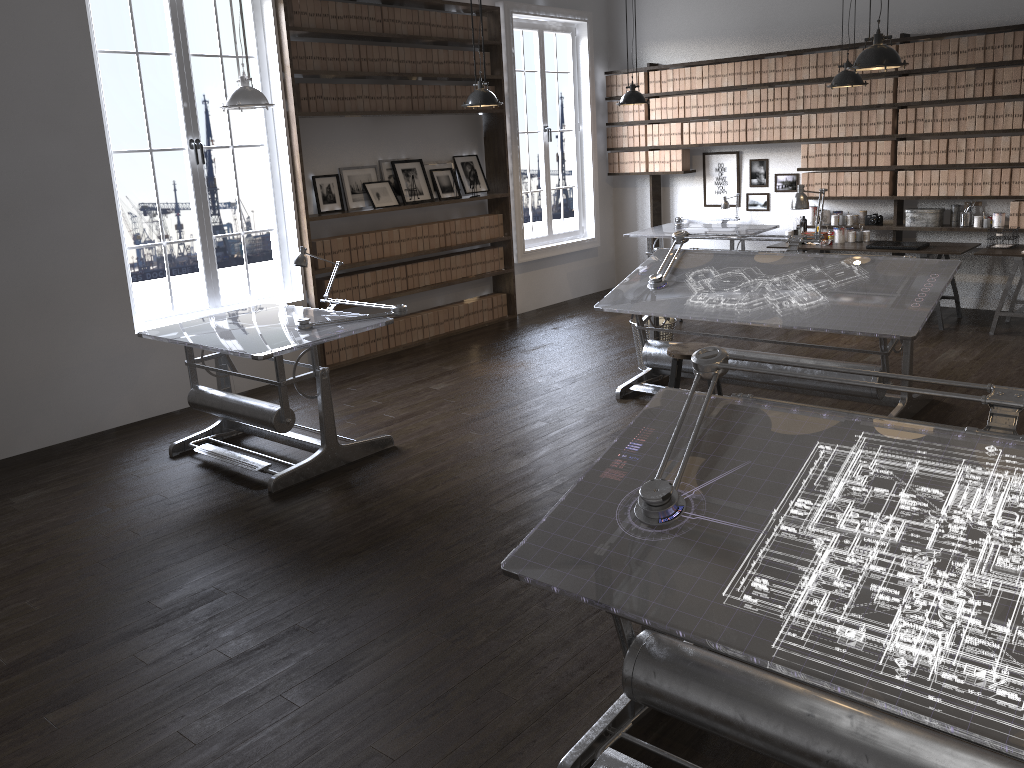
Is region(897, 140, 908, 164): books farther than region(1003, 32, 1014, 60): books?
Yes

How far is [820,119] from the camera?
8.2 meters

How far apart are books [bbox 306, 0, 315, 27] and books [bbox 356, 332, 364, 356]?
2.5 meters

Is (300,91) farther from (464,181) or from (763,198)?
(763,198)

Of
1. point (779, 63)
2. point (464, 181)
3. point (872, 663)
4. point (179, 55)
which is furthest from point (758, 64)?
point (872, 663)

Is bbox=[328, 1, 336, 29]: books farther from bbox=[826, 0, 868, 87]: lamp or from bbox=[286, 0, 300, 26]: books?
bbox=[826, 0, 868, 87]: lamp

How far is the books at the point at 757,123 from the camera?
8.6m

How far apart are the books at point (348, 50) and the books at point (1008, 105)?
5.36m

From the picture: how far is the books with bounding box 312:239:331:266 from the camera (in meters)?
7.15

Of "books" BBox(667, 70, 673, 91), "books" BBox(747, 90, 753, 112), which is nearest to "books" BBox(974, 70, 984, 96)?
"books" BBox(747, 90, 753, 112)
